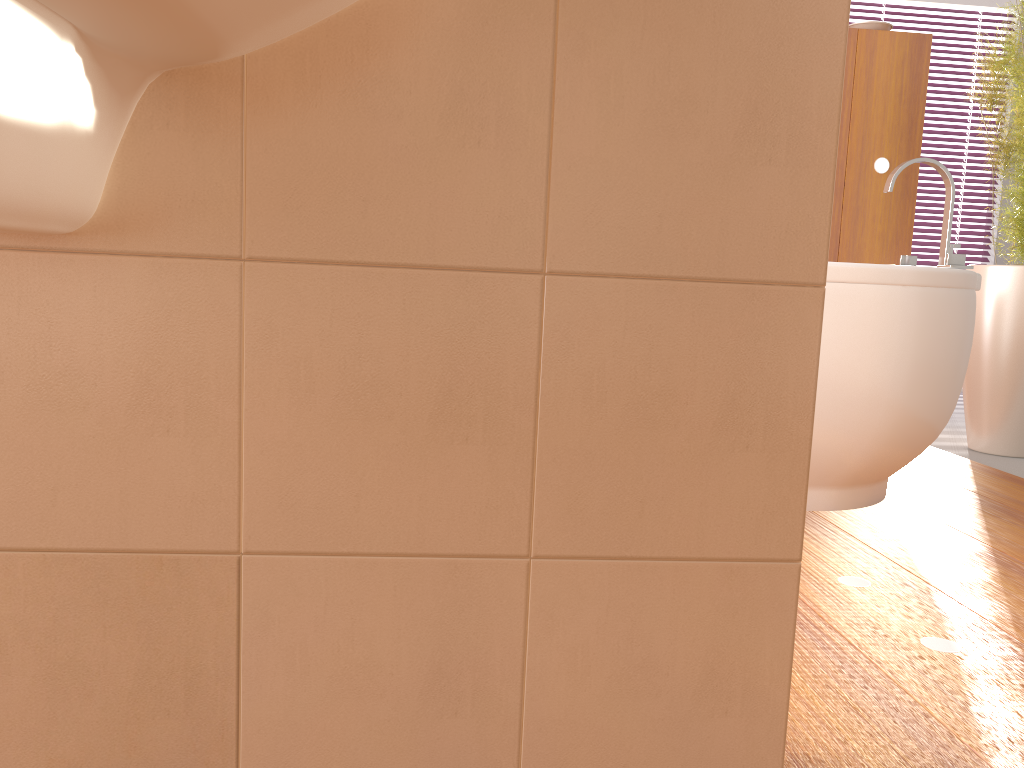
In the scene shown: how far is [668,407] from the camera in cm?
83

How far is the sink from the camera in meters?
0.6

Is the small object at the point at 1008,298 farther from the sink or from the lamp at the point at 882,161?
the sink

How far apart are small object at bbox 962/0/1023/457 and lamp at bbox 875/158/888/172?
0.38m

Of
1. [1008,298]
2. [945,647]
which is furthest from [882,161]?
[945,647]

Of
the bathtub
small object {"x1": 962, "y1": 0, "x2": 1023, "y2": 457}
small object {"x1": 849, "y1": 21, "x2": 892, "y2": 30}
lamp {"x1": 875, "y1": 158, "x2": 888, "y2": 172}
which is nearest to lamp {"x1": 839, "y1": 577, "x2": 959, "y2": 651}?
the bathtub

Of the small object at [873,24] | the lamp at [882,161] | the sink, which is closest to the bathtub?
the lamp at [882,161]

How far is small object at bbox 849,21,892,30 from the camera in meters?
3.2

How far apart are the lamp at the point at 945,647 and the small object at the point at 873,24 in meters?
2.4

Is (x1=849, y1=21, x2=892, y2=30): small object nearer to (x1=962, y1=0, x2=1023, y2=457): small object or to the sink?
(x1=962, y1=0, x2=1023, y2=457): small object
